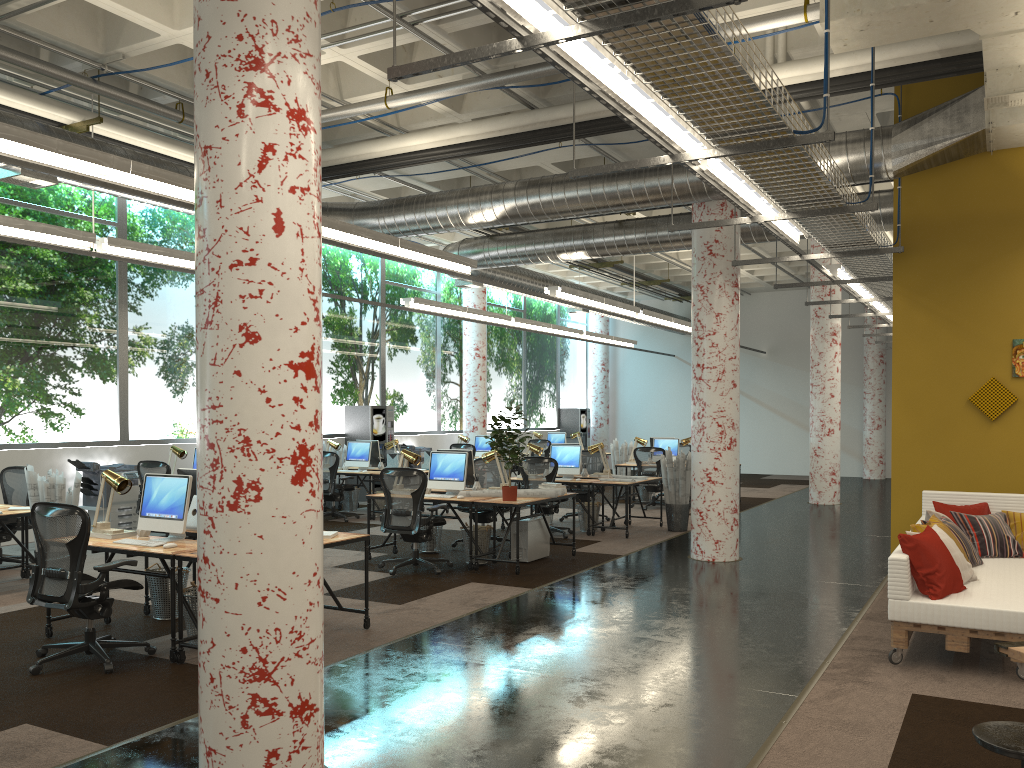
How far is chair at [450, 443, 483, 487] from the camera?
17.0m

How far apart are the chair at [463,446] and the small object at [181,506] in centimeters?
1057cm

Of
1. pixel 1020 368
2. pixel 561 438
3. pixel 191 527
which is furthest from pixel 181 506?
pixel 561 438

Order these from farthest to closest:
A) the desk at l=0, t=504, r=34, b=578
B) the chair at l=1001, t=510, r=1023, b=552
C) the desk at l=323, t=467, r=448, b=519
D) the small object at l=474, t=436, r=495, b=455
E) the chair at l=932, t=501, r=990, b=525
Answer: the small object at l=474, t=436, r=495, b=455
the desk at l=323, t=467, r=448, b=519
the desk at l=0, t=504, r=34, b=578
the chair at l=932, t=501, r=990, b=525
the chair at l=1001, t=510, r=1023, b=552

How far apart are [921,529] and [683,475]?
5.80m

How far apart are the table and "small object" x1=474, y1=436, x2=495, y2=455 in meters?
14.5 m

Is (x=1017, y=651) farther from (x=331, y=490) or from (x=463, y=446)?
(x=463, y=446)

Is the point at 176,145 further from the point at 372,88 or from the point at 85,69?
the point at 372,88

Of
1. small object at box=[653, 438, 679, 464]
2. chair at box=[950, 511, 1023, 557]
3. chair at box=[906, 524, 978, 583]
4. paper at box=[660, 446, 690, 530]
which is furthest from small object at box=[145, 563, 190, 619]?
small object at box=[653, 438, 679, 464]

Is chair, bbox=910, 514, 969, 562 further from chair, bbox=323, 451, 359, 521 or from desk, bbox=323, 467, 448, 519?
chair, bbox=323, 451, 359, 521
